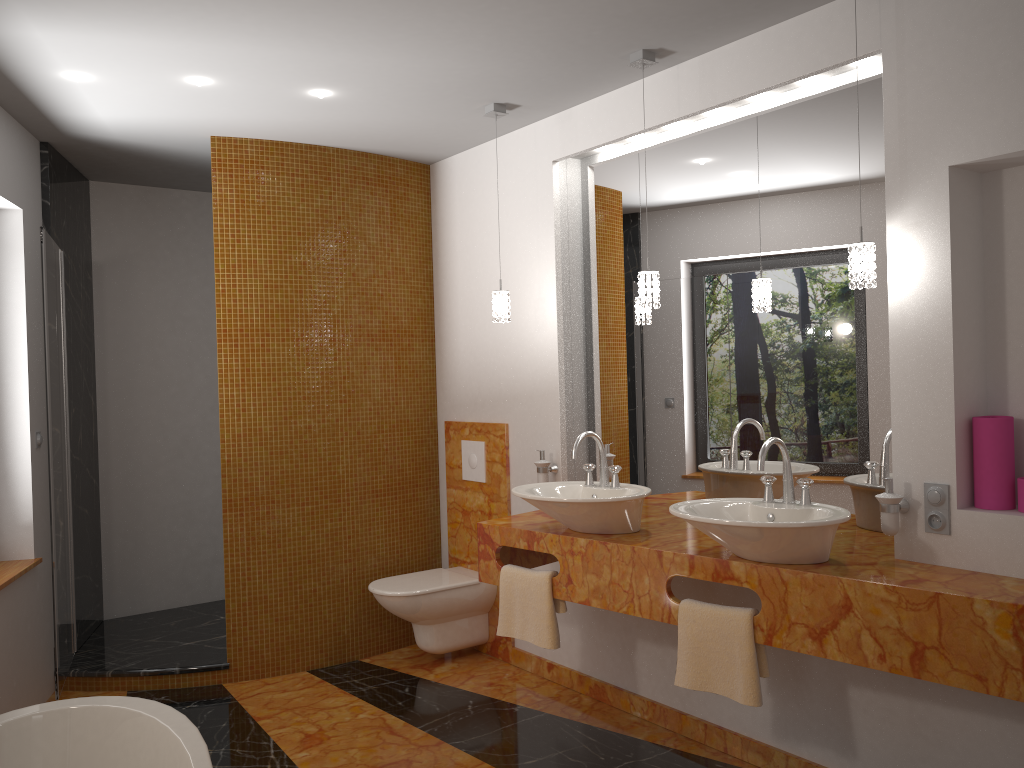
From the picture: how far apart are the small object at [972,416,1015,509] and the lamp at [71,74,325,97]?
2.6 meters

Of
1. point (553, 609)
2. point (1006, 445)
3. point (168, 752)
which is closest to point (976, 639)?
point (1006, 445)

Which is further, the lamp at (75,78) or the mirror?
the lamp at (75,78)

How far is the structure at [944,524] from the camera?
2.5m

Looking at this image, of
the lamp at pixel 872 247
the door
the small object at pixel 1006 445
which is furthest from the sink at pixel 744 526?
the door

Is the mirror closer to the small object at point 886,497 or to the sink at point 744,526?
the small object at point 886,497

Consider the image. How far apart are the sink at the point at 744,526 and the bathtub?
1.4m

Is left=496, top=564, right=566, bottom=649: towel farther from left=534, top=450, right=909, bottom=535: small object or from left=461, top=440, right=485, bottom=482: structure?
left=461, top=440, right=485, bottom=482: structure

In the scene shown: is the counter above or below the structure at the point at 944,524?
below

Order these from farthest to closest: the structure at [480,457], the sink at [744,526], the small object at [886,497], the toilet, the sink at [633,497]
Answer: the structure at [480,457] → the toilet → the sink at [633,497] → the small object at [886,497] → the sink at [744,526]
